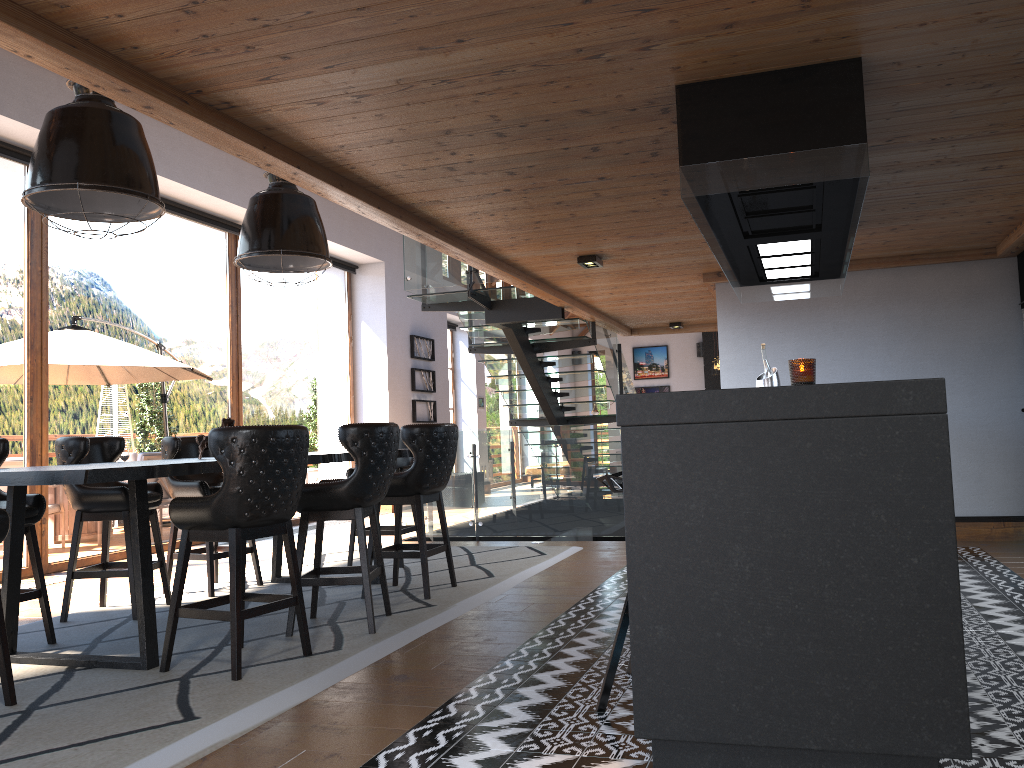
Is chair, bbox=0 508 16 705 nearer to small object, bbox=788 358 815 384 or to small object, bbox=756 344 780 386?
small object, bbox=788 358 815 384

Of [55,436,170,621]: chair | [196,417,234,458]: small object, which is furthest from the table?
[55,436,170,621]: chair

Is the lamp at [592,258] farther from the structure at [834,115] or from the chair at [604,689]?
the chair at [604,689]

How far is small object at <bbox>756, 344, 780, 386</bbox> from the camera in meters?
5.9 m

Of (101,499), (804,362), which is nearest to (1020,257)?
(804,362)

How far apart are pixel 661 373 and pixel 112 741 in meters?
19.4 m

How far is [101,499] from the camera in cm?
519

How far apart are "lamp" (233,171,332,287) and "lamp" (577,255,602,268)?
2.0m

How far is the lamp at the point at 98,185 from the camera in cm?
401

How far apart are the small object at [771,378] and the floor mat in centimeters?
210cm
